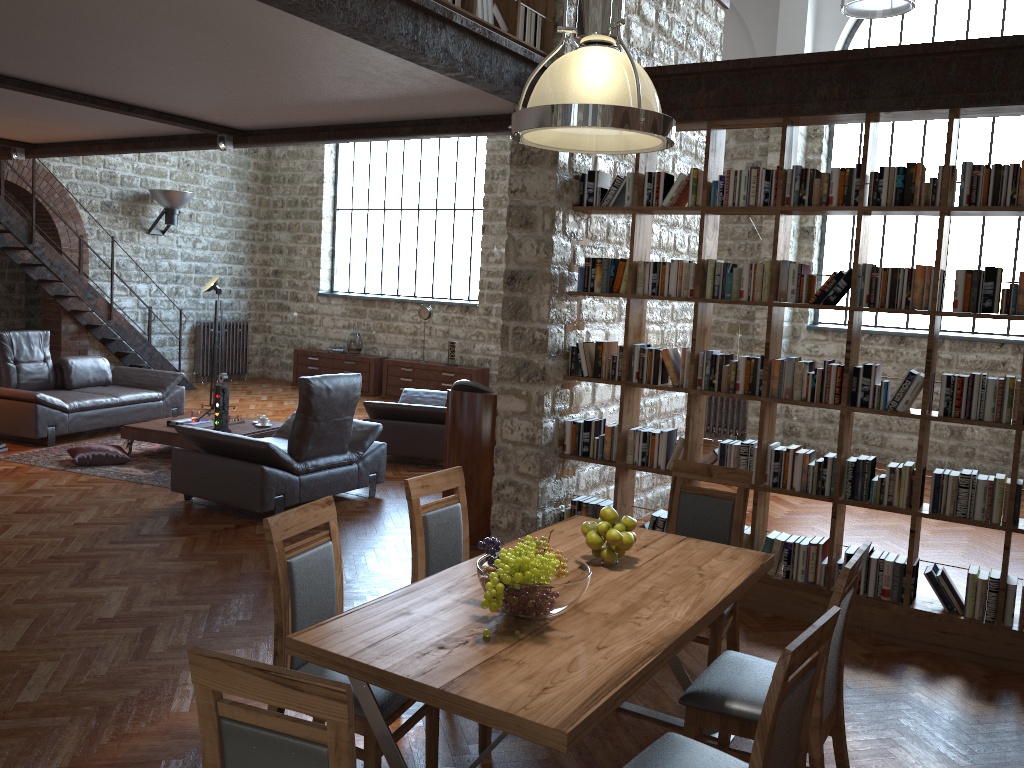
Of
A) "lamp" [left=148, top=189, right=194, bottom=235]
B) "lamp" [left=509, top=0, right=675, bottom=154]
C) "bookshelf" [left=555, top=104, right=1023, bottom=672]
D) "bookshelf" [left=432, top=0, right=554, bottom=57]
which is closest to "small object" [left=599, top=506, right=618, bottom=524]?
"lamp" [left=509, top=0, right=675, bottom=154]

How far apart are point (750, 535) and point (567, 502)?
1.3m

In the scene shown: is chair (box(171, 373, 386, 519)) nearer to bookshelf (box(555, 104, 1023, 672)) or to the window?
bookshelf (box(555, 104, 1023, 672))

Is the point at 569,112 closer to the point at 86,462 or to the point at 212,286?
the point at 86,462

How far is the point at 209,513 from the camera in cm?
658

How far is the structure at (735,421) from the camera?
10.95m

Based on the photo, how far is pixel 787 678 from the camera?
2.09m

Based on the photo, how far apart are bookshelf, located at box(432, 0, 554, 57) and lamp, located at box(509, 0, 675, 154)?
1.7m

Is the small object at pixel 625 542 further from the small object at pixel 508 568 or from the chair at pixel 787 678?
the chair at pixel 787 678

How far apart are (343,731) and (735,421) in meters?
9.7 m
